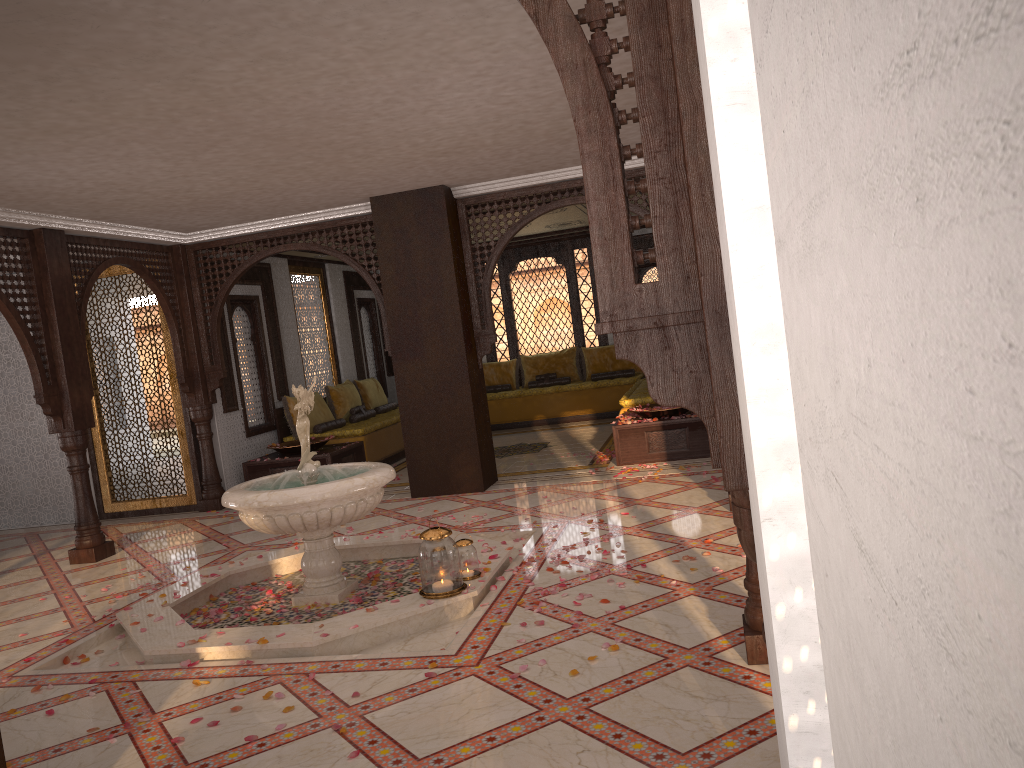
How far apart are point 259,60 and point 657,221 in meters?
3.2

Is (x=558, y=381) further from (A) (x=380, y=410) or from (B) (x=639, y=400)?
(B) (x=639, y=400)

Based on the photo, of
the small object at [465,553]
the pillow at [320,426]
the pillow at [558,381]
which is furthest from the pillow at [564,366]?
the small object at [465,553]

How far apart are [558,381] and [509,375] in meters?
0.9

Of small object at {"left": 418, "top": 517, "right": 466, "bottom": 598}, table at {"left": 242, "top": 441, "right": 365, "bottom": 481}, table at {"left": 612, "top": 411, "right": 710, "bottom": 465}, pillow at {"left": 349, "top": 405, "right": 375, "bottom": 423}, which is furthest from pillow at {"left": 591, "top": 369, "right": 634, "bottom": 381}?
small object at {"left": 418, "top": 517, "right": 466, "bottom": 598}

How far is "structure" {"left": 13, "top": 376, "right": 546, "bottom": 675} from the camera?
4.53m

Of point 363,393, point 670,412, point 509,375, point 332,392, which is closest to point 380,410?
point 363,393

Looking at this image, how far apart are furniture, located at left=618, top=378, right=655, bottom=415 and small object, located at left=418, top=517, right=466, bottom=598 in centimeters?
507cm

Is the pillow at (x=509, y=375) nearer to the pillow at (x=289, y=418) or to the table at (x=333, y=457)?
the pillow at (x=289, y=418)

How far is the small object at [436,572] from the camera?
4.83m
